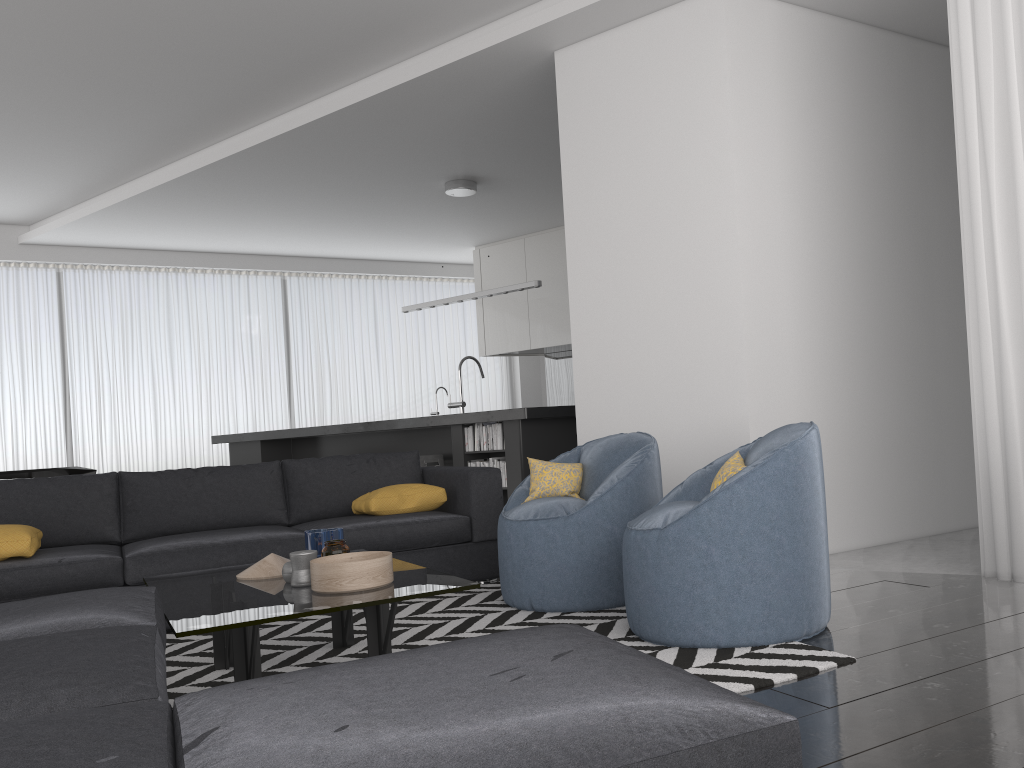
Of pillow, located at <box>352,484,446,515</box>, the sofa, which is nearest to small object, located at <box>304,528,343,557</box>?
the sofa

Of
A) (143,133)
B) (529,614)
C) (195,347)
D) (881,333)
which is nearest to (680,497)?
(529,614)

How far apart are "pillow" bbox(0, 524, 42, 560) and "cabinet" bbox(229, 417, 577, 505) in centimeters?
306cm

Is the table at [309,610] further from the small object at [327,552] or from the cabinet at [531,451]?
the cabinet at [531,451]

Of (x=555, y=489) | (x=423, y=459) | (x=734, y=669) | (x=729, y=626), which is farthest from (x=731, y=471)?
(x=423, y=459)

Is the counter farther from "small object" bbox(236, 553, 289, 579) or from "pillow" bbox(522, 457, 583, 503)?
"small object" bbox(236, 553, 289, 579)

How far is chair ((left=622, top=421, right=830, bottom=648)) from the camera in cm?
275

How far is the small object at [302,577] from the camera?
2.9m

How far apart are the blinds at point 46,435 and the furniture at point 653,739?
7.7m

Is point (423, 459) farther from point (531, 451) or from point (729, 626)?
point (729, 626)
